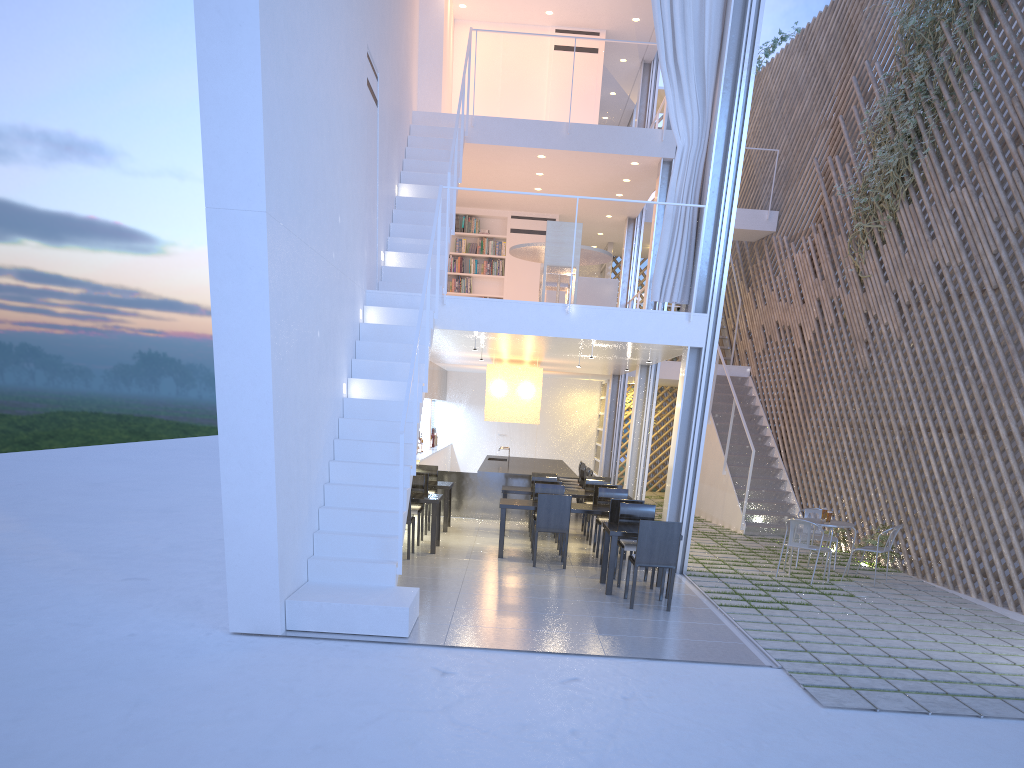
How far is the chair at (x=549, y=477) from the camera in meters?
6.4

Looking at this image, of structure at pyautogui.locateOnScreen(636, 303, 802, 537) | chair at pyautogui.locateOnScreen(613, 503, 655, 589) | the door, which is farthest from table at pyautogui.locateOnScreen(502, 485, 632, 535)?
the door

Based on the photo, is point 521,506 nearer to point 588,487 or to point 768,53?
point 588,487

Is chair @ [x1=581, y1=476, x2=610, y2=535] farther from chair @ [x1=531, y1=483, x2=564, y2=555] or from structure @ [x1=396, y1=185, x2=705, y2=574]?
structure @ [x1=396, y1=185, x2=705, y2=574]

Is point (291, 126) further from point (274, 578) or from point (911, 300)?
point (911, 300)

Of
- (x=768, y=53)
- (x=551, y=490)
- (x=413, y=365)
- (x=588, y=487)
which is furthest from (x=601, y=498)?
(x=768, y=53)

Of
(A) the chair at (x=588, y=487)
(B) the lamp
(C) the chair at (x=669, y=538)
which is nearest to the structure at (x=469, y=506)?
(B) the lamp

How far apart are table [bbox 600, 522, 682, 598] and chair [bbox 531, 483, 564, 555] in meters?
1.1

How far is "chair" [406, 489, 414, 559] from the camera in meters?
4.7 m

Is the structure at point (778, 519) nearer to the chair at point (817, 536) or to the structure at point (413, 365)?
the chair at point (817, 536)
